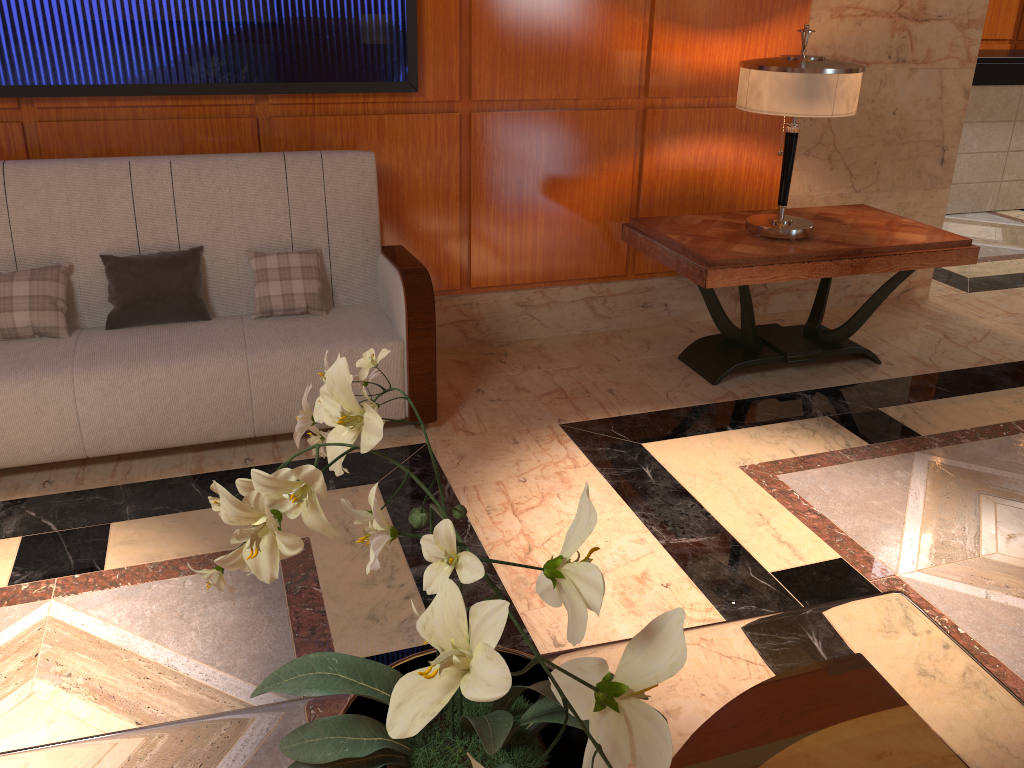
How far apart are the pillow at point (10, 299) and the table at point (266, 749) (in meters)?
1.96

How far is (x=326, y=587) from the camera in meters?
2.4 m

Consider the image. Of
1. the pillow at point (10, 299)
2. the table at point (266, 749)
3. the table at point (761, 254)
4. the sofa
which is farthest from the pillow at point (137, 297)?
the table at point (266, 749)

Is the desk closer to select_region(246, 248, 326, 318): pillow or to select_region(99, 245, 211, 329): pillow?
select_region(246, 248, 326, 318): pillow

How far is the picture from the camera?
3.0 meters

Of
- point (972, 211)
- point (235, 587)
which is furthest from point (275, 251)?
point (972, 211)

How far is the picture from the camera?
3.0m

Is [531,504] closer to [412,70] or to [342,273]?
[342,273]

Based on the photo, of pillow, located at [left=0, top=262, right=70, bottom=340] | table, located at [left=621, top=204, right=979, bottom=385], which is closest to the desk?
table, located at [left=621, top=204, right=979, bottom=385]

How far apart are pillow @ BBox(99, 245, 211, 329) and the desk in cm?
562
